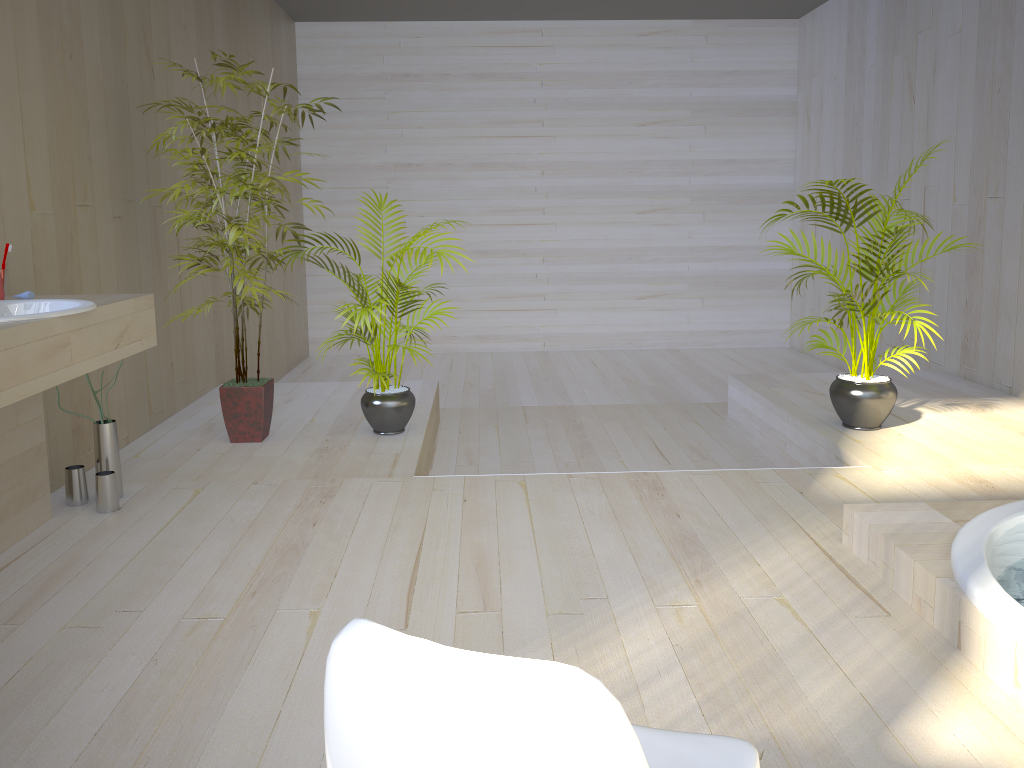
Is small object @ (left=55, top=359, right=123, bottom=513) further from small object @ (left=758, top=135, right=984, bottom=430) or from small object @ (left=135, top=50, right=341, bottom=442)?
small object @ (left=758, top=135, right=984, bottom=430)

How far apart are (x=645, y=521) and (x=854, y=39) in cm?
534

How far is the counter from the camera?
2.1 meters

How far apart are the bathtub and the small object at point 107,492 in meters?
2.5

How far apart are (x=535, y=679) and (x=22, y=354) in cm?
189

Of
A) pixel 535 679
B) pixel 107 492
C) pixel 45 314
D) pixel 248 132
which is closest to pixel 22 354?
pixel 45 314

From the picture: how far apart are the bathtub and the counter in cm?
227

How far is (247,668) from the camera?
2.1m

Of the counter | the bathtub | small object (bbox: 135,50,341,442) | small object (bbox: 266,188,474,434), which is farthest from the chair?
small object (bbox: 135,50,341,442)

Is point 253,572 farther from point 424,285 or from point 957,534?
point 424,285
